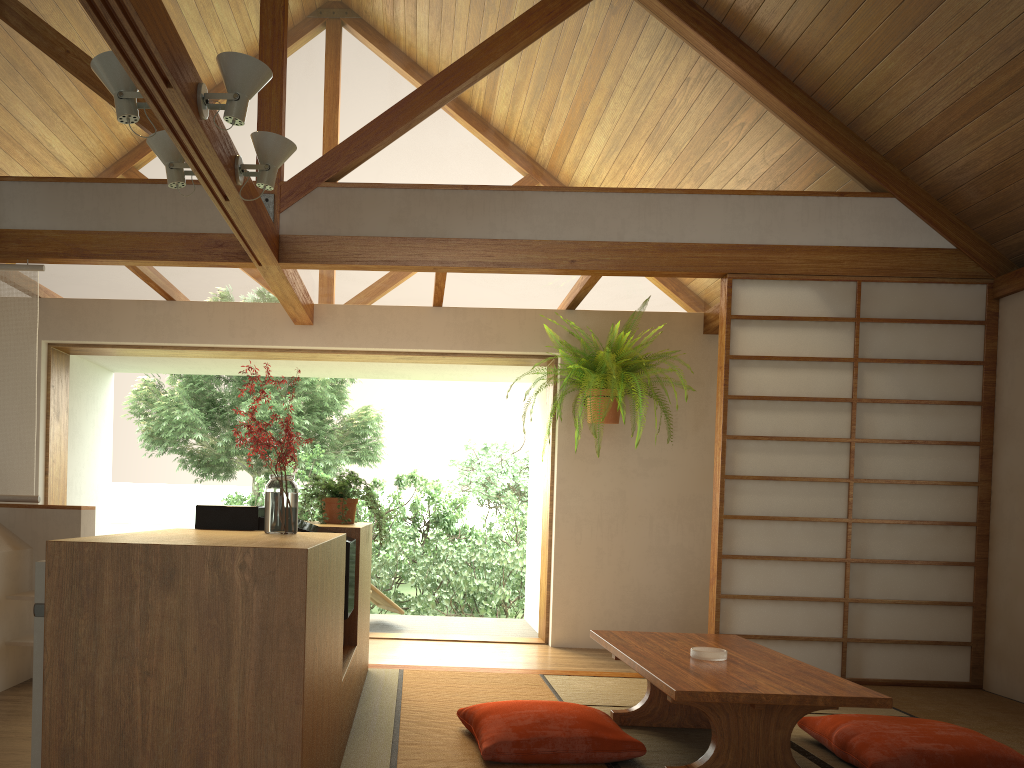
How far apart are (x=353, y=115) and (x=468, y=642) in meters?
3.4

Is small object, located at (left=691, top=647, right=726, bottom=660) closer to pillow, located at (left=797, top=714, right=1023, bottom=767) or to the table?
the table

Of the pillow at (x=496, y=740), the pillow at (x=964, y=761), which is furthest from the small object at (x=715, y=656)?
the pillow at (x=964, y=761)

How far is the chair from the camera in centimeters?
655cm

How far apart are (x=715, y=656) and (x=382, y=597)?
3.86m

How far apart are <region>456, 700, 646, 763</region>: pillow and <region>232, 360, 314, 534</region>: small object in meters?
1.0

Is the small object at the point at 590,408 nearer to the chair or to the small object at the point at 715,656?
the chair

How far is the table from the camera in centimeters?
256cm

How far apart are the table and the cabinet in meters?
1.0 m

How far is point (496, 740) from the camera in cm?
286
